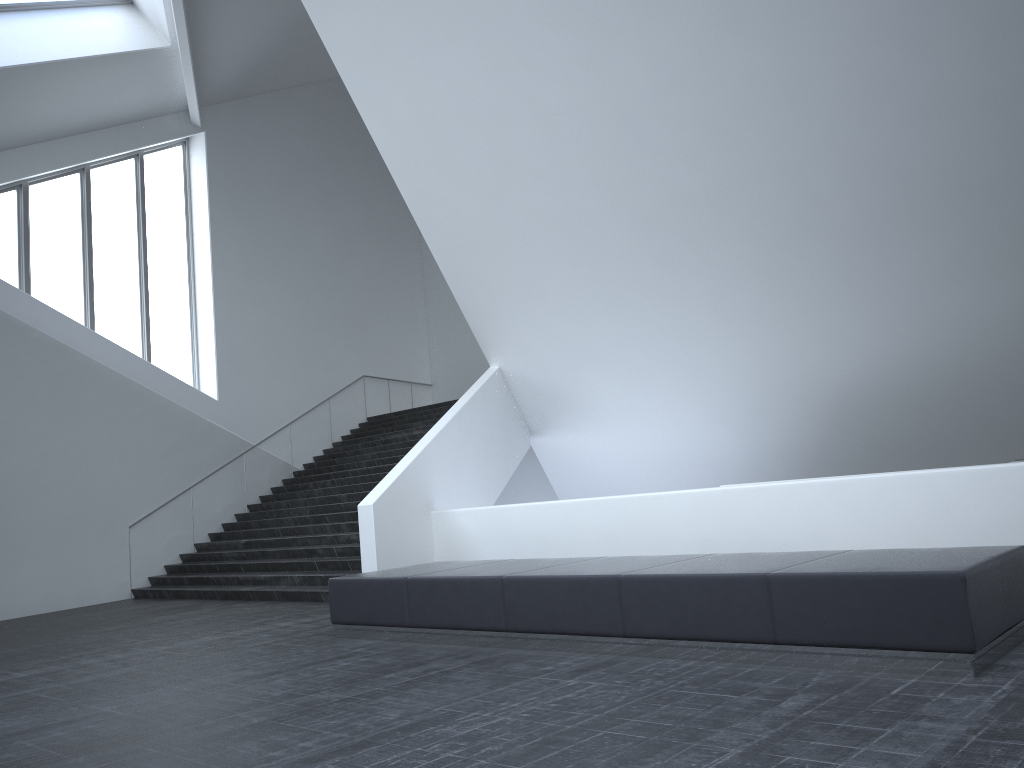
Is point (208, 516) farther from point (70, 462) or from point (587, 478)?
point (587, 478)

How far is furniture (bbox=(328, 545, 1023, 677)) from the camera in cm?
497

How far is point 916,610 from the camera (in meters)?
4.97

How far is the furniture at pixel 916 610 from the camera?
5.0 meters
